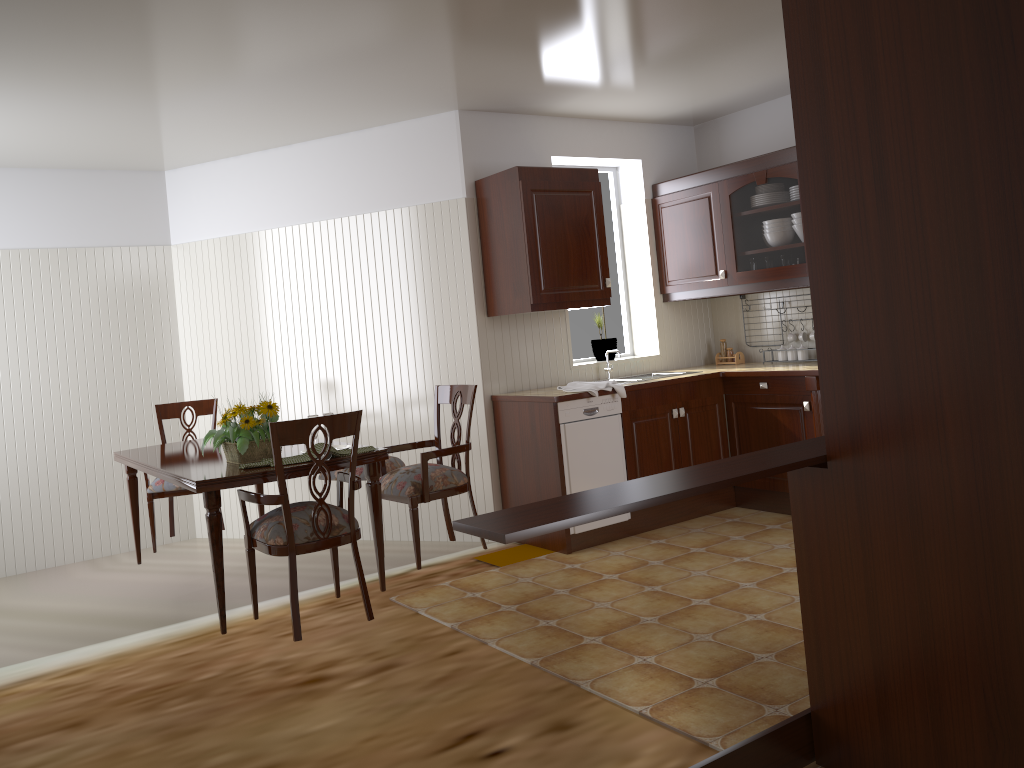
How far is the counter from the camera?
4.6m

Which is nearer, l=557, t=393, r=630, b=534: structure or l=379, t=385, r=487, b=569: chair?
l=379, t=385, r=487, b=569: chair

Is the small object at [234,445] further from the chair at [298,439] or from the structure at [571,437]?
the structure at [571,437]

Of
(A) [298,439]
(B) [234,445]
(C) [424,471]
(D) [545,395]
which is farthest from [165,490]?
(D) [545,395]

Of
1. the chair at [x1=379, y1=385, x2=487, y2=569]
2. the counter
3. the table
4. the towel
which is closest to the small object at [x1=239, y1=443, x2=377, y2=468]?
the table

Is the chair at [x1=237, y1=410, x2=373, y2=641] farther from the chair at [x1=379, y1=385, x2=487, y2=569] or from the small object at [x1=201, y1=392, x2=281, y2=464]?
the chair at [x1=379, y1=385, x2=487, y2=569]

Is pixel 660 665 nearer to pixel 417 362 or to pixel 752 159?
pixel 417 362

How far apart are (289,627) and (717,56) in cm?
336

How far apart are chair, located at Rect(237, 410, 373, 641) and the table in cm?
5

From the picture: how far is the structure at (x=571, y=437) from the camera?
4.6m
